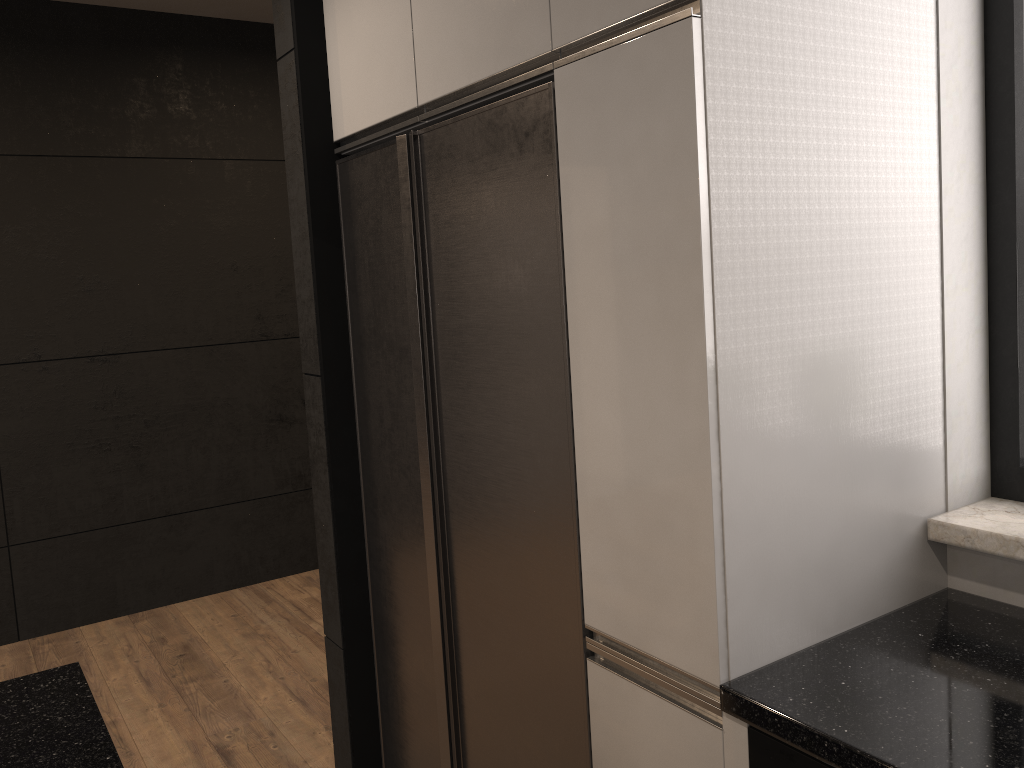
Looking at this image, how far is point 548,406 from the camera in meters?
1.7 m

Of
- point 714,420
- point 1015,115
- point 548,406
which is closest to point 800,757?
point 714,420

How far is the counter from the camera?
1.2m

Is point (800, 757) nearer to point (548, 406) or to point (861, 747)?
point (861, 747)

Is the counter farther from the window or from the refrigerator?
the refrigerator

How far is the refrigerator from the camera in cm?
169

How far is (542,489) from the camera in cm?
174

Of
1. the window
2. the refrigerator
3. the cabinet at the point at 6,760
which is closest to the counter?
the window

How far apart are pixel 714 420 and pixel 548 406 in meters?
0.4 m

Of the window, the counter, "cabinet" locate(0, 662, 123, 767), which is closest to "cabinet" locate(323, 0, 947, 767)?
the counter
